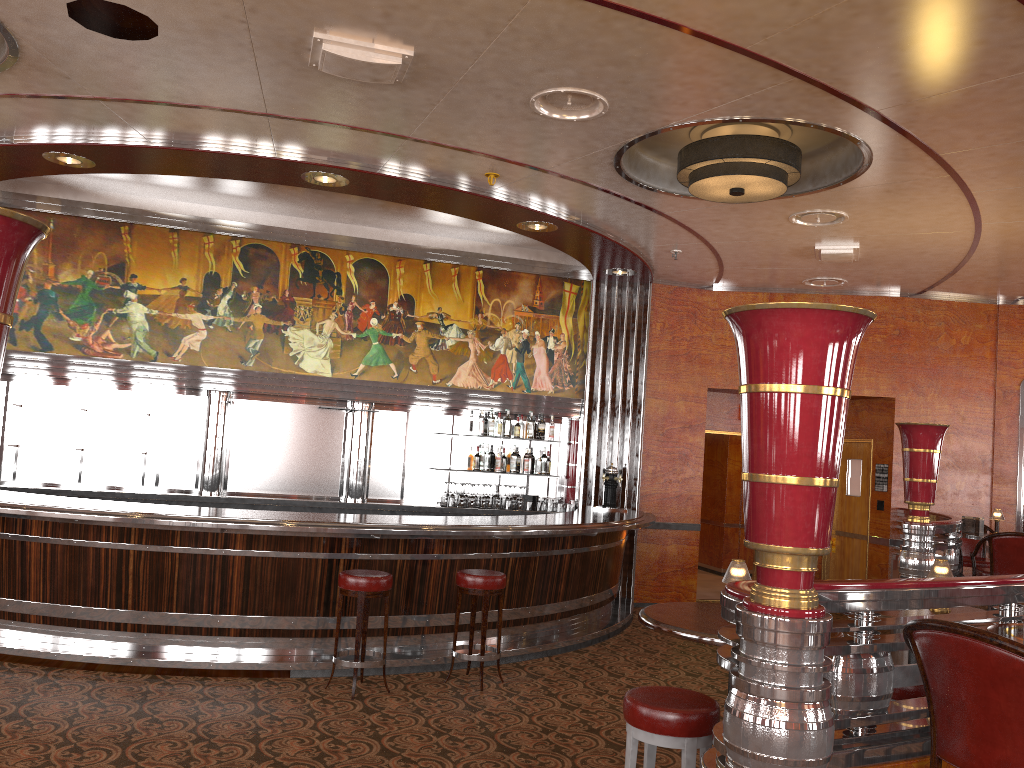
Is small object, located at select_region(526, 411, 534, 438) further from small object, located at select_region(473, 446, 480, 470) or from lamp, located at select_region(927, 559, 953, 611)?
lamp, located at select_region(927, 559, 953, 611)

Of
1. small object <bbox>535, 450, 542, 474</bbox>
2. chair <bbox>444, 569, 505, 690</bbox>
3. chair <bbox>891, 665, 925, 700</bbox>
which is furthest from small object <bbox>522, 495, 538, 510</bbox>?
chair <bbox>891, 665, 925, 700</bbox>

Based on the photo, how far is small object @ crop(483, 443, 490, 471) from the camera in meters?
9.4

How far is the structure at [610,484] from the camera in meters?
9.4

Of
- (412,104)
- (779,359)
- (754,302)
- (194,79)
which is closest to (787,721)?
(779,359)

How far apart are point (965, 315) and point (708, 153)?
5.58m

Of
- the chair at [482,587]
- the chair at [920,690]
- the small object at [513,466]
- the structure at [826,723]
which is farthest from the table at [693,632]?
the small object at [513,466]

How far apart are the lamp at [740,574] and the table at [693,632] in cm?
16

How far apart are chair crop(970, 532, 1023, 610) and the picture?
4.2m

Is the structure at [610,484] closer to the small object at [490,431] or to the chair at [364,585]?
the small object at [490,431]
